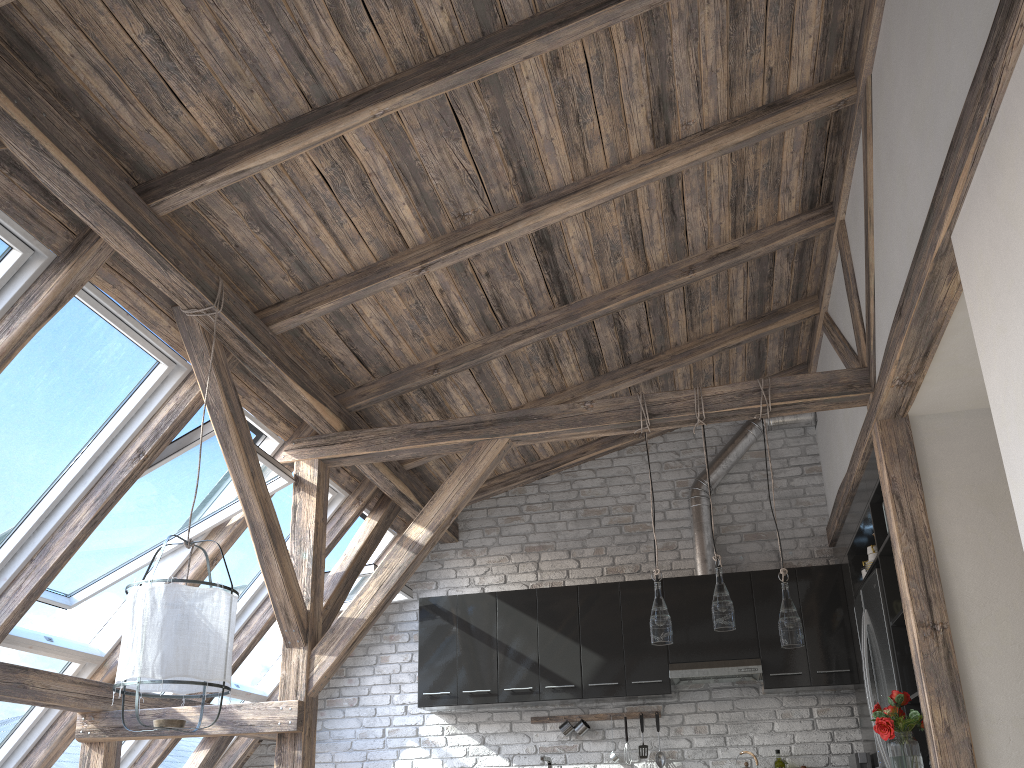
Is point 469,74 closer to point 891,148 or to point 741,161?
point 741,161

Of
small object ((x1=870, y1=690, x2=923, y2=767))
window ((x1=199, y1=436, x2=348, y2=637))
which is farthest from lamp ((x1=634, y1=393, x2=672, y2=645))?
window ((x1=199, y1=436, x2=348, y2=637))

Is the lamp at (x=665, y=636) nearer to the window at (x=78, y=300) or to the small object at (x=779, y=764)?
the small object at (x=779, y=764)

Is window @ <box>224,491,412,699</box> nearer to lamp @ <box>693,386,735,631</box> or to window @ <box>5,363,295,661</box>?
window @ <box>5,363,295,661</box>

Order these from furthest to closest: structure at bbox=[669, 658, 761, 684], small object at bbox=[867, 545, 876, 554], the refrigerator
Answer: structure at bbox=[669, 658, 761, 684] < small object at bbox=[867, 545, 876, 554] < the refrigerator

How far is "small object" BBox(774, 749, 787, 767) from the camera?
5.59m

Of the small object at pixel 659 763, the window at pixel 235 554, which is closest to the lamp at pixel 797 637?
the small object at pixel 659 763

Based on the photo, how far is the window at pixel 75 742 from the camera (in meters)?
5.02

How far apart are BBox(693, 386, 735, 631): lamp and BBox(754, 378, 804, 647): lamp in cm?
22

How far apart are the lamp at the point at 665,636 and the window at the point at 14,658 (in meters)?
2.93
